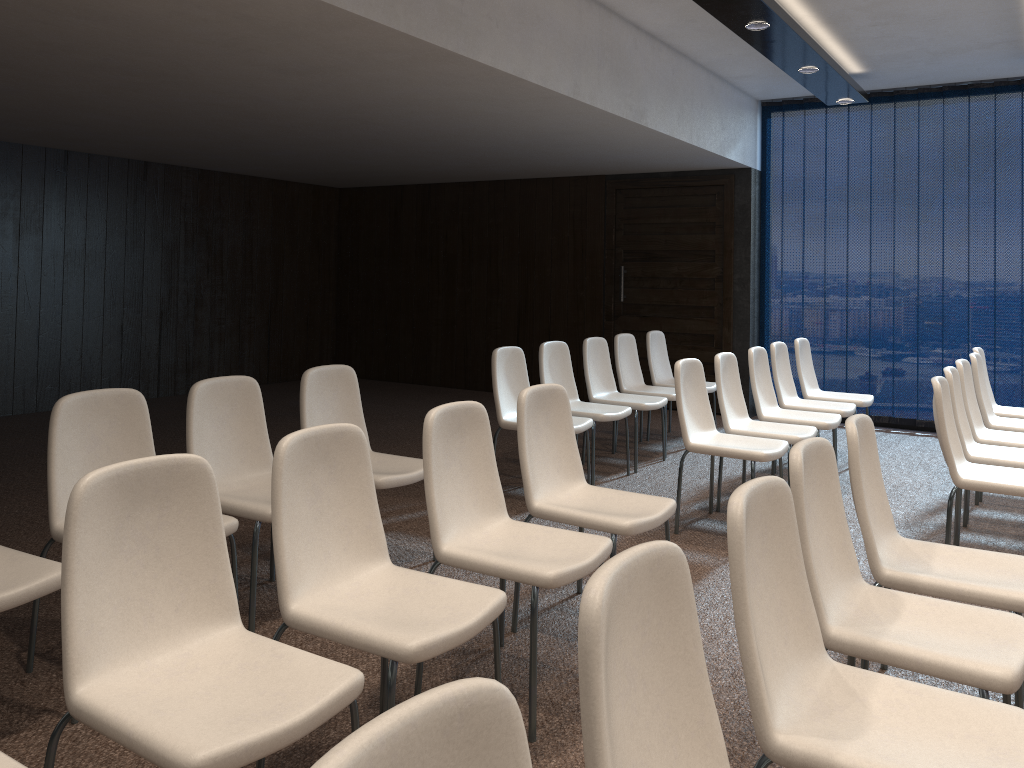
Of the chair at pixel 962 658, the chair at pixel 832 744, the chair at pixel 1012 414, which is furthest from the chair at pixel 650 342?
the chair at pixel 832 744

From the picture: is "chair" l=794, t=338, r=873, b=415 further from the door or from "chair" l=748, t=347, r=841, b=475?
the door

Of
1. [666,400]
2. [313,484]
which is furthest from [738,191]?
[313,484]

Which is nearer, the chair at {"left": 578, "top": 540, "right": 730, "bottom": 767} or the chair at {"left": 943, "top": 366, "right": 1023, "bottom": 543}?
the chair at {"left": 578, "top": 540, "right": 730, "bottom": 767}

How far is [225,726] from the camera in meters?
1.8 m

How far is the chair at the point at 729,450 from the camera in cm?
461

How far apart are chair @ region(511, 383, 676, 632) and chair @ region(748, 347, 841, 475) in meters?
2.4

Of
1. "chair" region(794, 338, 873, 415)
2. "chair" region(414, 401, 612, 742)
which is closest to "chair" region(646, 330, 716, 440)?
"chair" region(794, 338, 873, 415)

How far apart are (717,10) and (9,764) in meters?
4.8 m

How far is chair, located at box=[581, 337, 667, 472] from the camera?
6.32m
